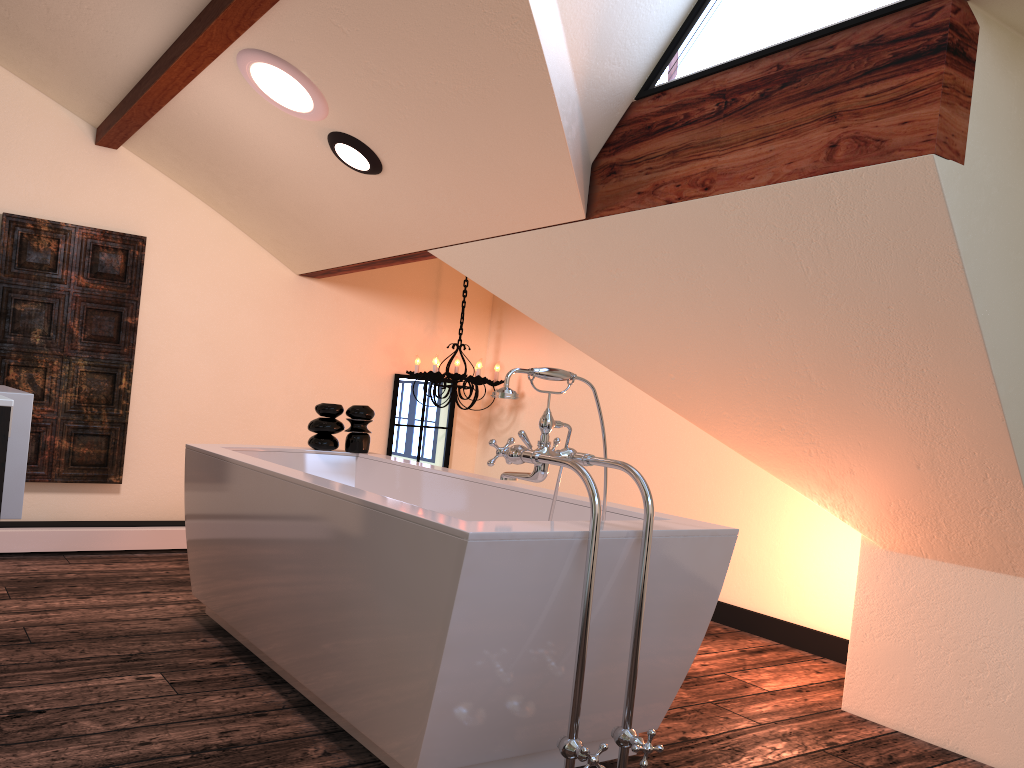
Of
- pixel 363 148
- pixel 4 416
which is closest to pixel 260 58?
pixel 363 148

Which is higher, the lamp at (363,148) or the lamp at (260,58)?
the lamp at (260,58)

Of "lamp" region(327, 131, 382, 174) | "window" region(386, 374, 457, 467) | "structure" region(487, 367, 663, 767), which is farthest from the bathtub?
"window" region(386, 374, 457, 467)

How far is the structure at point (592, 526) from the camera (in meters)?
1.89

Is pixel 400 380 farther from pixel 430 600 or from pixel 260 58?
pixel 430 600

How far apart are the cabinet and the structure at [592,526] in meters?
1.0 m

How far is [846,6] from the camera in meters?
2.3 m

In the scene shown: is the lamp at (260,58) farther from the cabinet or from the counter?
the cabinet

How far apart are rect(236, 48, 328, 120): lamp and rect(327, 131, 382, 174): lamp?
0.1m

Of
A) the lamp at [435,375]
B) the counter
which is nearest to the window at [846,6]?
the counter
